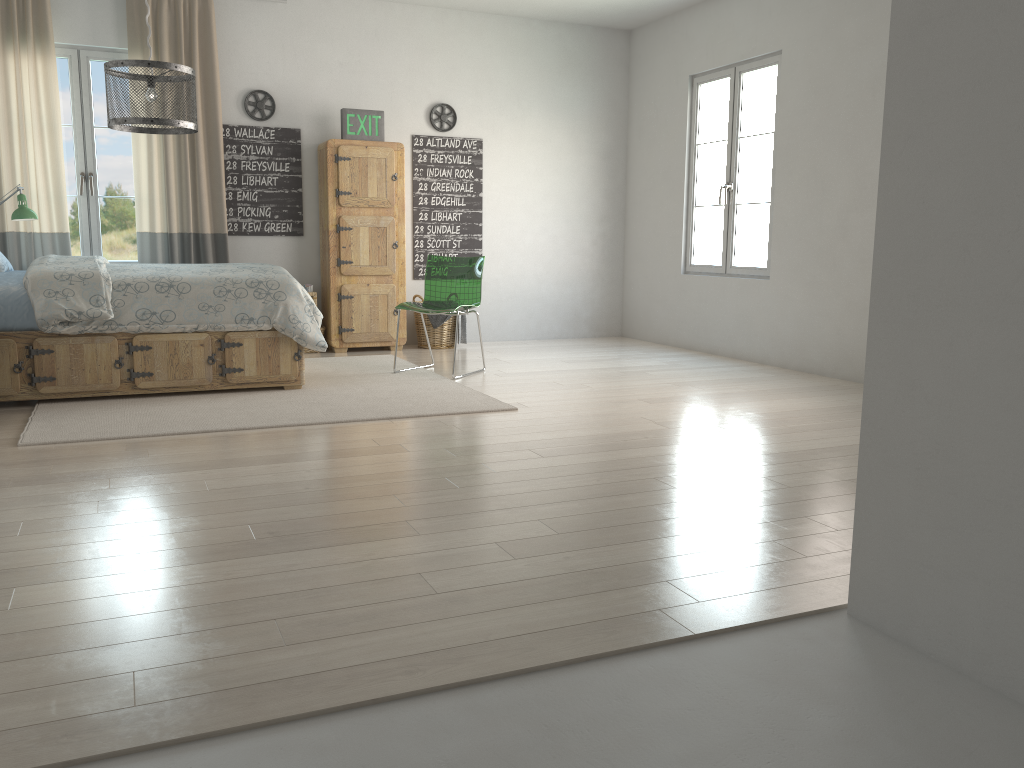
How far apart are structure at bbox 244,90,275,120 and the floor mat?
2.0m

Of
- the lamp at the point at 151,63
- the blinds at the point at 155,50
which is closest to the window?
the blinds at the point at 155,50

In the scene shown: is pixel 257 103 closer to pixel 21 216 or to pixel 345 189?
pixel 345 189

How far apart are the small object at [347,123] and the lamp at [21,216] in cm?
218

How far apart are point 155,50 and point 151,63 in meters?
2.7

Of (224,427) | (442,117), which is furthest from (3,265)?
(442,117)

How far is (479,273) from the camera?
5.7m

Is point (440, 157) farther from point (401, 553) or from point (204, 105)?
point (401, 553)

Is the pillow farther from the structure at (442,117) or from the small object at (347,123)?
the structure at (442,117)

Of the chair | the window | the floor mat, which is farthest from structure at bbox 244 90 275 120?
the floor mat
